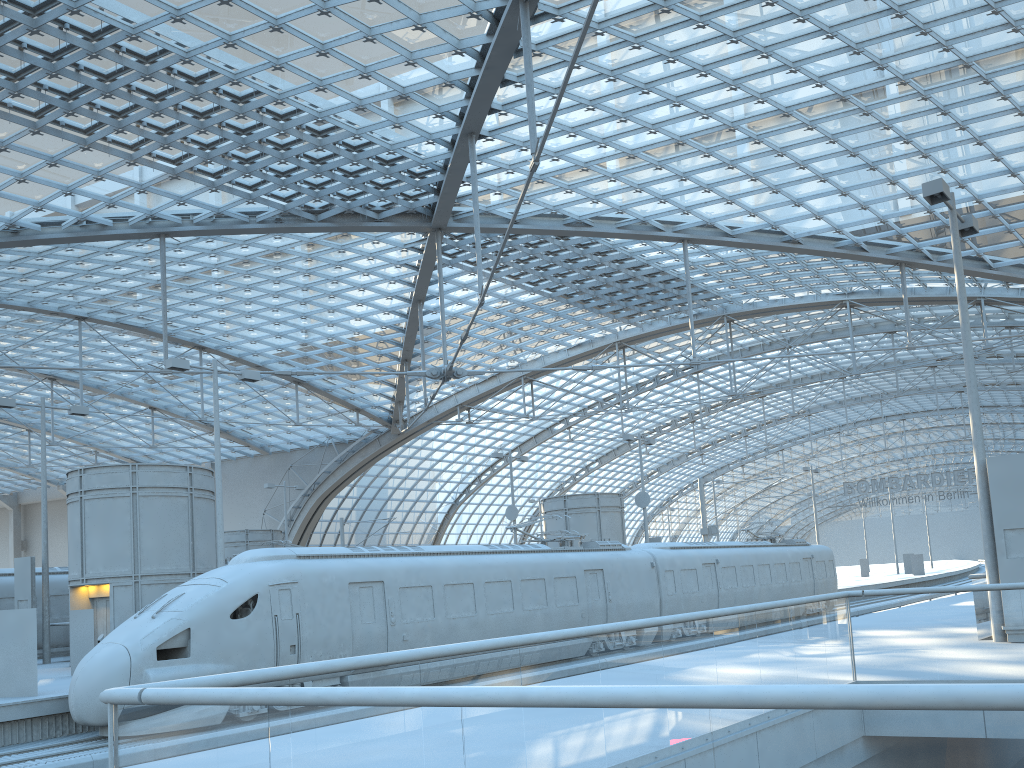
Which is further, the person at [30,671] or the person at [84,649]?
the person at [84,649]

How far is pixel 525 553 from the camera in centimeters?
2369cm

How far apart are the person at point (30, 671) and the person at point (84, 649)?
4.3 meters

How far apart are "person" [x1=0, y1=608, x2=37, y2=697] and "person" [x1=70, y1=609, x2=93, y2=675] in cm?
427

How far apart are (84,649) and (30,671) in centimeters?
462cm

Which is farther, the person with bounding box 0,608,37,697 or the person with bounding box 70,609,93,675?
the person with bounding box 70,609,93,675

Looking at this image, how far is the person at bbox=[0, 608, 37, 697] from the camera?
16.30m

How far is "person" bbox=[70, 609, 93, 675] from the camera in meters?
20.7 m

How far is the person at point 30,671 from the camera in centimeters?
1630cm
